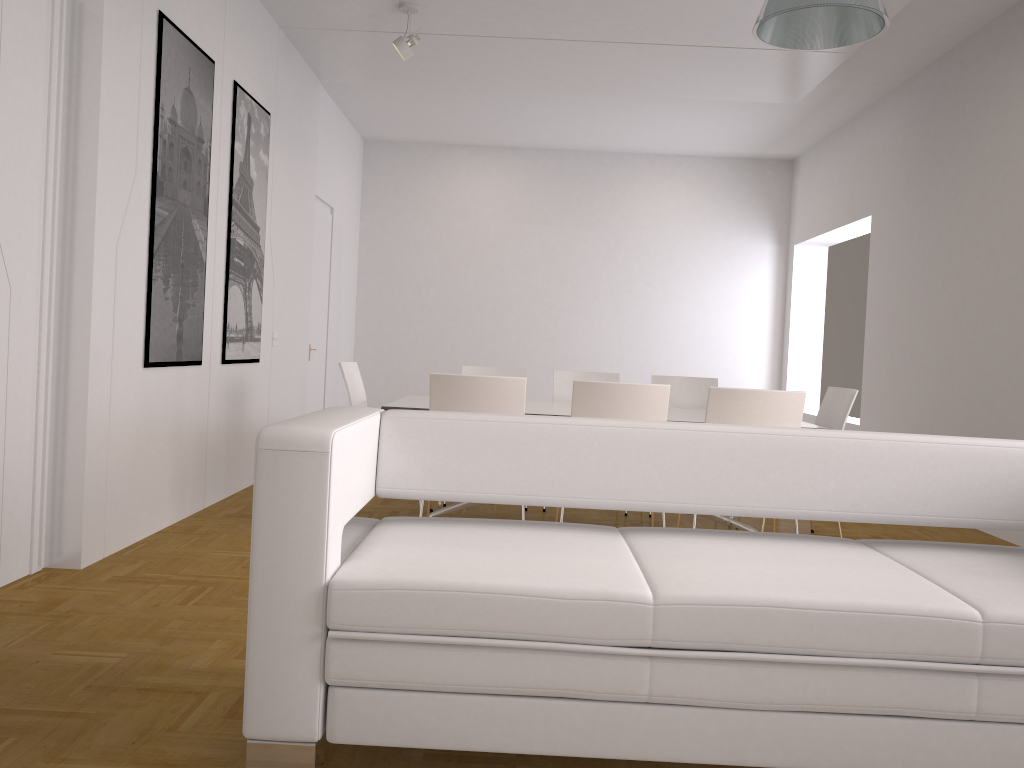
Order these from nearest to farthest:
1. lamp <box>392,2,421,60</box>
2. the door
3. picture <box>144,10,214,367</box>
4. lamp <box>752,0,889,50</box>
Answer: lamp <box>752,0,889,50</box> < picture <box>144,10,214,367</box> < lamp <box>392,2,421,60</box> < the door

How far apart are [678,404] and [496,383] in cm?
238

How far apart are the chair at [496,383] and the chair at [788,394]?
0.9m

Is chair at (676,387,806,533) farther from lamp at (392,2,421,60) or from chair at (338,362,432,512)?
lamp at (392,2,421,60)

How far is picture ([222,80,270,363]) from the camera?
5.6m

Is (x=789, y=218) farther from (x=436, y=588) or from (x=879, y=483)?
(x=436, y=588)

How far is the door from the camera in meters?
8.6

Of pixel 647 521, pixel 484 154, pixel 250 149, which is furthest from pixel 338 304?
pixel 647 521

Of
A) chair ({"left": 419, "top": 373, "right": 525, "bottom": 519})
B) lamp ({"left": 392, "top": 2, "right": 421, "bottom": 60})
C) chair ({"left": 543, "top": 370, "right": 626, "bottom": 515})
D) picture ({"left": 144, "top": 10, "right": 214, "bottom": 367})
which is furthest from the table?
lamp ({"left": 392, "top": 2, "right": 421, "bottom": 60})

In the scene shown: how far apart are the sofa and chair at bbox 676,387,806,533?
1.6m
